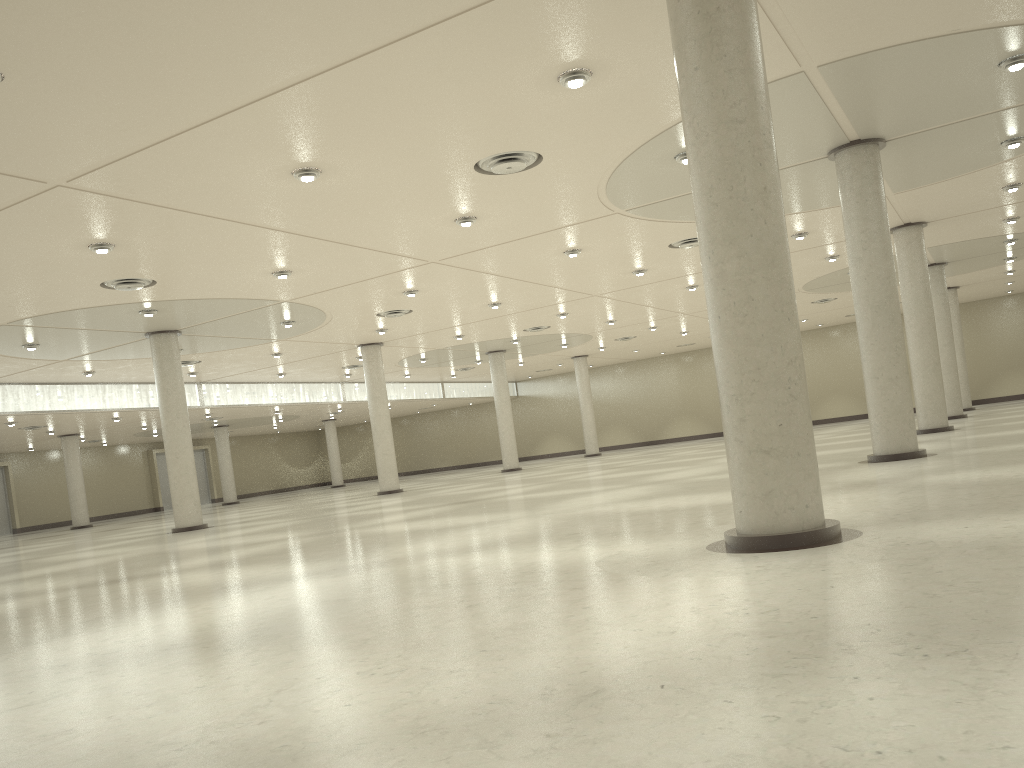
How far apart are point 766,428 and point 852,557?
3.2 meters

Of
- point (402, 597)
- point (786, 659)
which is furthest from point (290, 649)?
point (786, 659)
